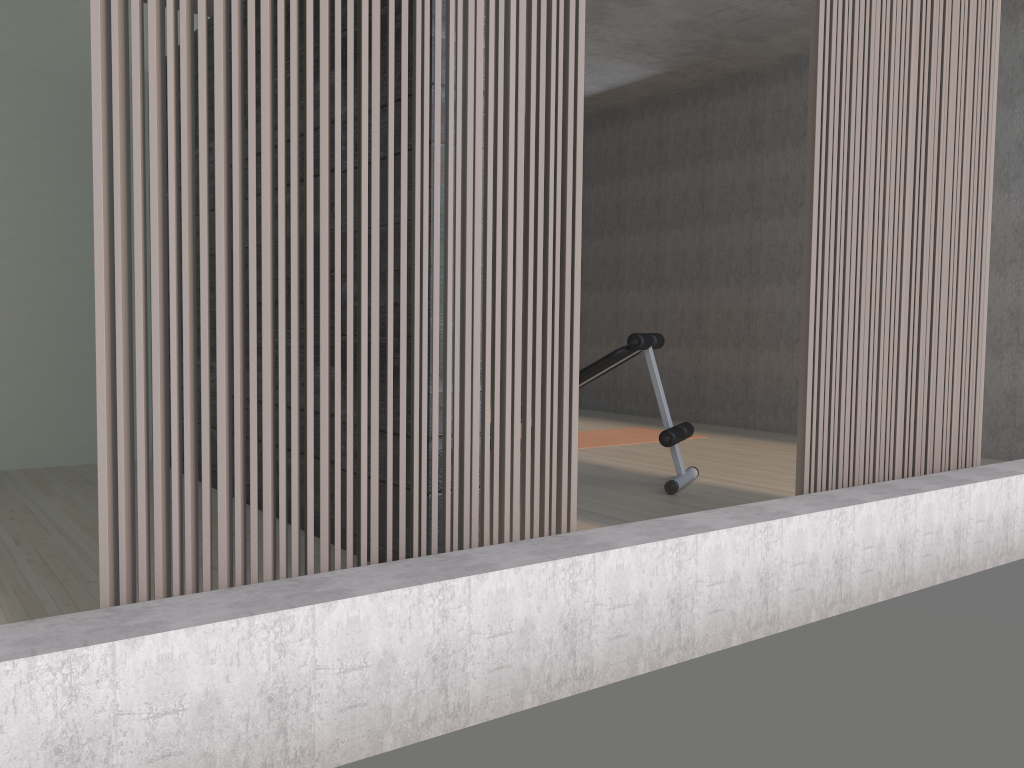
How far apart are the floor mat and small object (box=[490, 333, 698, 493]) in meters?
1.4 m

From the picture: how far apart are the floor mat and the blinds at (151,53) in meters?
3.6

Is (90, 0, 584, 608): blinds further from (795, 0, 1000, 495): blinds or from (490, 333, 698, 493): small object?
(490, 333, 698, 493): small object

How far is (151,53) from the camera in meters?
1.6 m

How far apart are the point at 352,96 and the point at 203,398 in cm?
67

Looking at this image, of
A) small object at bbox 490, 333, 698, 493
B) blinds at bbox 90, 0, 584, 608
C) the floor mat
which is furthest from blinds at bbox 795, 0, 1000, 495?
the floor mat

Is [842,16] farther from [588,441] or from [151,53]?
[588,441]

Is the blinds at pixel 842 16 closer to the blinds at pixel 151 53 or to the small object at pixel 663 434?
the blinds at pixel 151 53

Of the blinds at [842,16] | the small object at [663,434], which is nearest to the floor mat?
the small object at [663,434]

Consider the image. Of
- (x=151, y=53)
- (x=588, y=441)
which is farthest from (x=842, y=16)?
(x=588, y=441)
